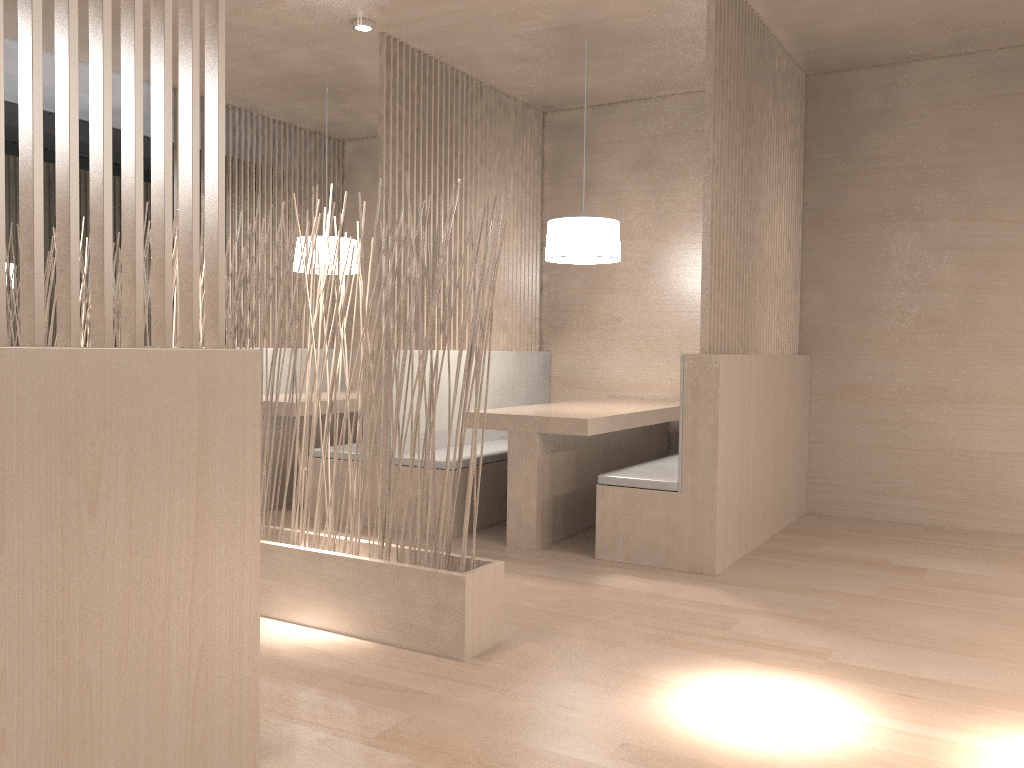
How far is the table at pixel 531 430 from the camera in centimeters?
259cm

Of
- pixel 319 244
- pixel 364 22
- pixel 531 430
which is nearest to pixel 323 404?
pixel 319 244

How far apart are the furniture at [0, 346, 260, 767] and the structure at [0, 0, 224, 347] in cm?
4

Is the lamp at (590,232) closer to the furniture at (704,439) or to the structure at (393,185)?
the structure at (393,185)

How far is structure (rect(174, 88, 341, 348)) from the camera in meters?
3.9 m

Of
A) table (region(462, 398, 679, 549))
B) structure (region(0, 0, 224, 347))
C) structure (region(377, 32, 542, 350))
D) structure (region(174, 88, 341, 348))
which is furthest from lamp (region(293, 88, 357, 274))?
structure (region(0, 0, 224, 347))

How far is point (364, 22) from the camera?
2.7m

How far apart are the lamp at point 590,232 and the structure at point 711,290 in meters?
0.4

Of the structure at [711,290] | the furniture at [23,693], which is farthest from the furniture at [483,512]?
the furniture at [23,693]

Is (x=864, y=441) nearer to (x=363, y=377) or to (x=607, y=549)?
(x=607, y=549)
